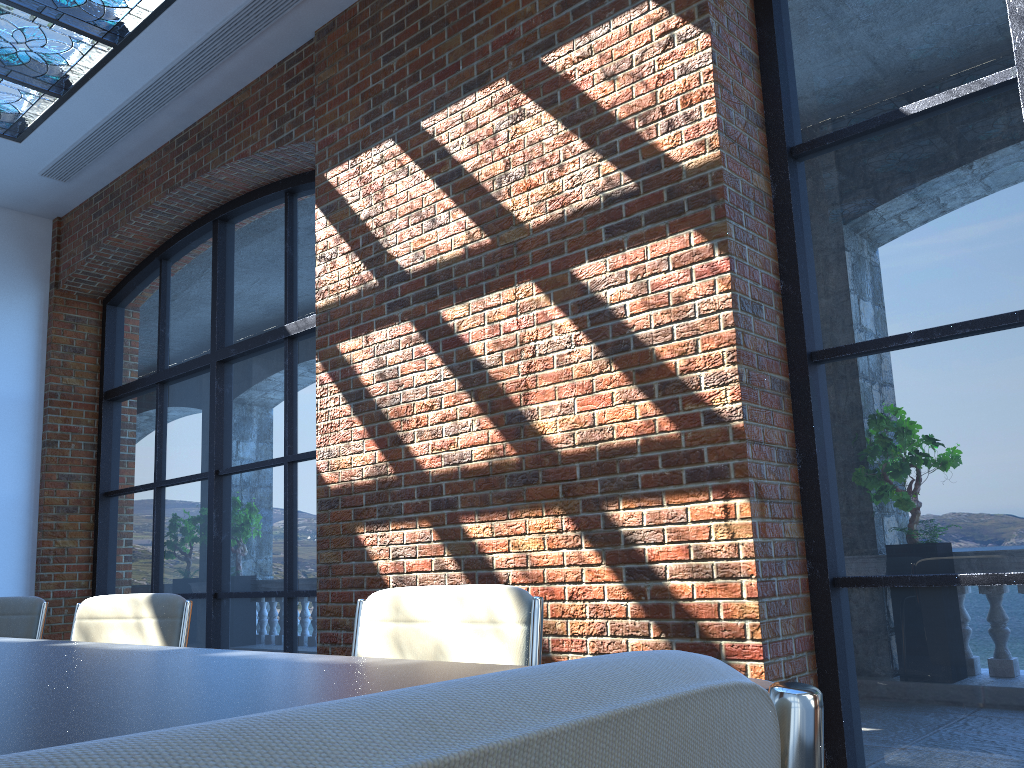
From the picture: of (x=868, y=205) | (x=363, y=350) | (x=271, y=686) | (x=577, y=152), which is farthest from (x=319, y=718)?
(x=363, y=350)

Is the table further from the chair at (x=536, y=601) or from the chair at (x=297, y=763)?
the chair at (x=297, y=763)

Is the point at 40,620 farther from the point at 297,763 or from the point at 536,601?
the point at 297,763

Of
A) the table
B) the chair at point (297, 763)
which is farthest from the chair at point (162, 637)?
the chair at point (297, 763)

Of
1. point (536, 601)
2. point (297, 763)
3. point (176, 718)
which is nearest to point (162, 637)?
point (536, 601)

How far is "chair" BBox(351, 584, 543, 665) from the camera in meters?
1.7 m

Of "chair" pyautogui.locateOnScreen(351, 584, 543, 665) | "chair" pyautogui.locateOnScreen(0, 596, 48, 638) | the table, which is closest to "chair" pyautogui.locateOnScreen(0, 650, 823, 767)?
the table

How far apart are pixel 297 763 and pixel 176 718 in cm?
87

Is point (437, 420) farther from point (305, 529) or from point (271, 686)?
point (271, 686)

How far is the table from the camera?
0.9m
